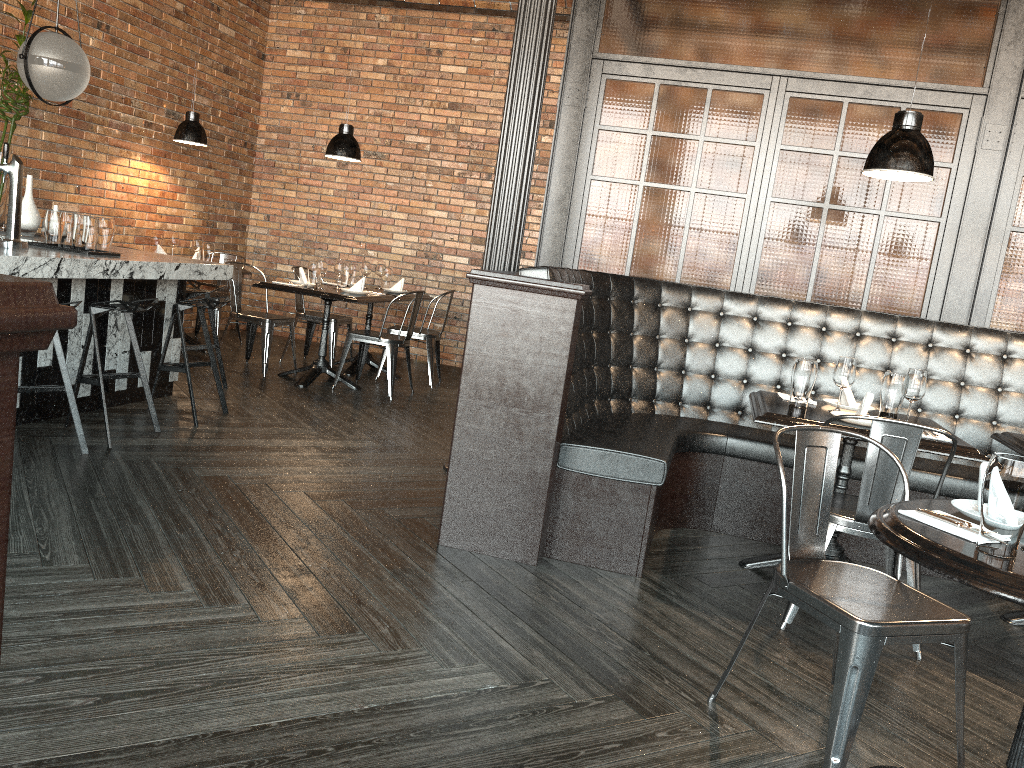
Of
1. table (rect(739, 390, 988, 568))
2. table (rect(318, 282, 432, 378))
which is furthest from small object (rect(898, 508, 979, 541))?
table (rect(318, 282, 432, 378))

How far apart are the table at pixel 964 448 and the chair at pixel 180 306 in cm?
309

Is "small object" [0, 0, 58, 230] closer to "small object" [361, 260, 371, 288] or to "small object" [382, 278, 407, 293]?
"small object" [361, 260, 371, 288]

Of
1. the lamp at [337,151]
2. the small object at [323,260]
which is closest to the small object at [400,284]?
the small object at [323,260]

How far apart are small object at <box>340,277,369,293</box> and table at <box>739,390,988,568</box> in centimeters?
372cm

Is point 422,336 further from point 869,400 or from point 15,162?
point 869,400

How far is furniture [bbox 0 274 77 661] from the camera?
0.70m

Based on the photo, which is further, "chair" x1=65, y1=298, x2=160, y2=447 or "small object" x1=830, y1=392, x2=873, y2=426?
"chair" x1=65, y1=298, x2=160, y2=447

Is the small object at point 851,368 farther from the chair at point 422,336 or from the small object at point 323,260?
the chair at point 422,336

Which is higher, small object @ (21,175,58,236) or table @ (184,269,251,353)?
small object @ (21,175,58,236)
